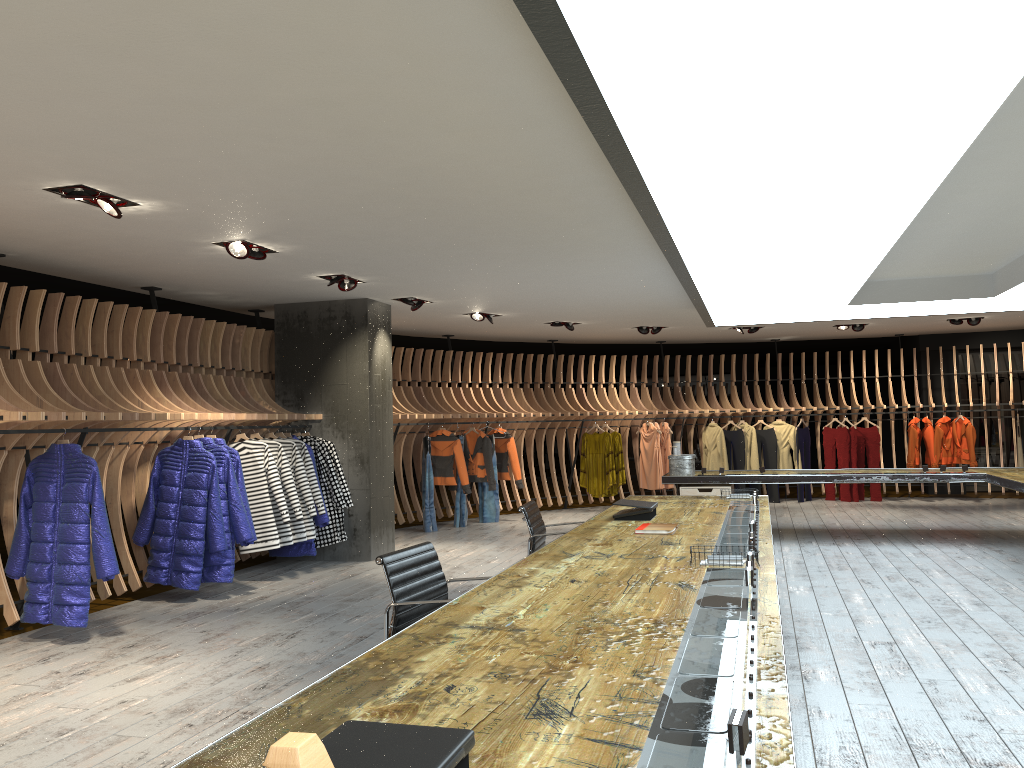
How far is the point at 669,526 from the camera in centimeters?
522cm

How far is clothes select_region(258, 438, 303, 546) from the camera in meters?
8.3 m

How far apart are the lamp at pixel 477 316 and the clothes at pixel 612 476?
3.63m

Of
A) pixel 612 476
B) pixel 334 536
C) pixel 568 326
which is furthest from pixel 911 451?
pixel 334 536

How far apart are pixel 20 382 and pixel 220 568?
2.1 meters

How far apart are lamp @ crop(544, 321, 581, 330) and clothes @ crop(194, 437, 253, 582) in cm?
595

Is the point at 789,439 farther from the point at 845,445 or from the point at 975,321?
the point at 975,321

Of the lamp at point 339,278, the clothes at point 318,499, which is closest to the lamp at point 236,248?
the lamp at point 339,278

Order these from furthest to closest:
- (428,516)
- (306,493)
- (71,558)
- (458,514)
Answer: (458,514) < (428,516) < (306,493) < (71,558)

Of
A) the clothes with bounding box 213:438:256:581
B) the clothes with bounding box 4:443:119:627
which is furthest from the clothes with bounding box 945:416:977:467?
the clothes with bounding box 4:443:119:627
